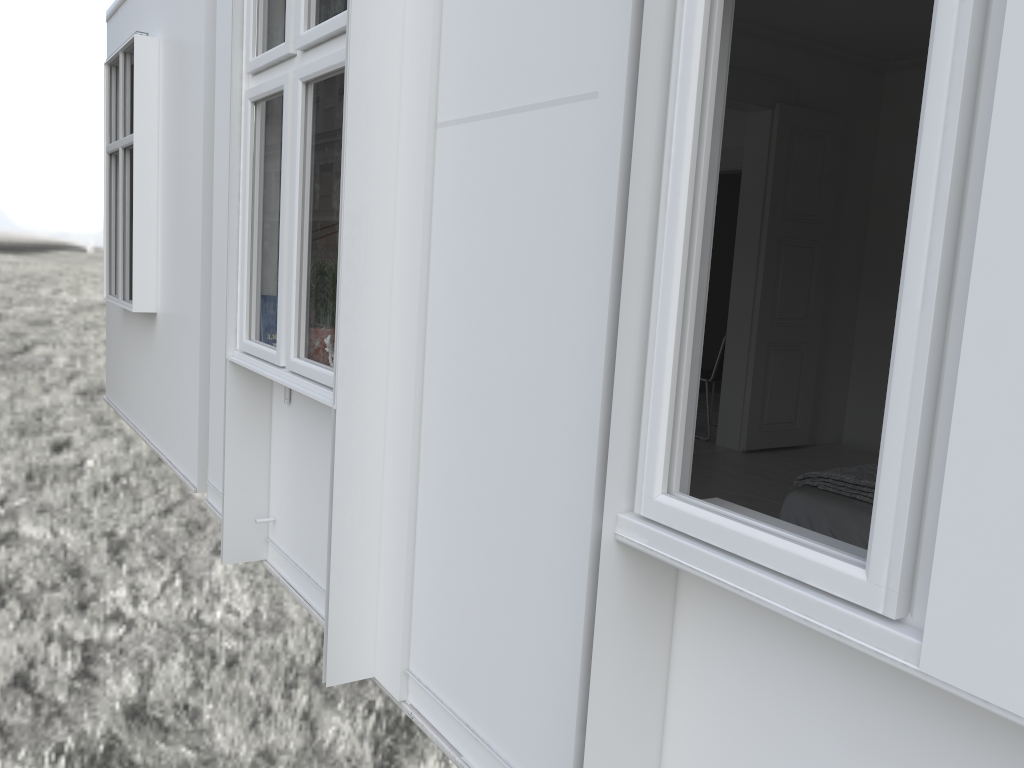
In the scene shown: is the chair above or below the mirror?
below

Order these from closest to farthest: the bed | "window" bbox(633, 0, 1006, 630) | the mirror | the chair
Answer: "window" bbox(633, 0, 1006, 630) → the mirror → the bed → the chair

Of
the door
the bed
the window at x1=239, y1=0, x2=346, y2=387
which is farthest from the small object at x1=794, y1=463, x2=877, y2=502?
the door

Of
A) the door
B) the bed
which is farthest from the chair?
the bed

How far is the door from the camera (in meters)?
5.94

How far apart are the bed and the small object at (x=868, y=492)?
0.0 meters

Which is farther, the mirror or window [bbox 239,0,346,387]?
window [bbox 239,0,346,387]

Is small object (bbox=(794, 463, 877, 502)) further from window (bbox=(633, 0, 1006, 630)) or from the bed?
window (bbox=(633, 0, 1006, 630))

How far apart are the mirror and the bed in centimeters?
167cm

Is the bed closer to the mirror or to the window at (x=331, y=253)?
the window at (x=331, y=253)
